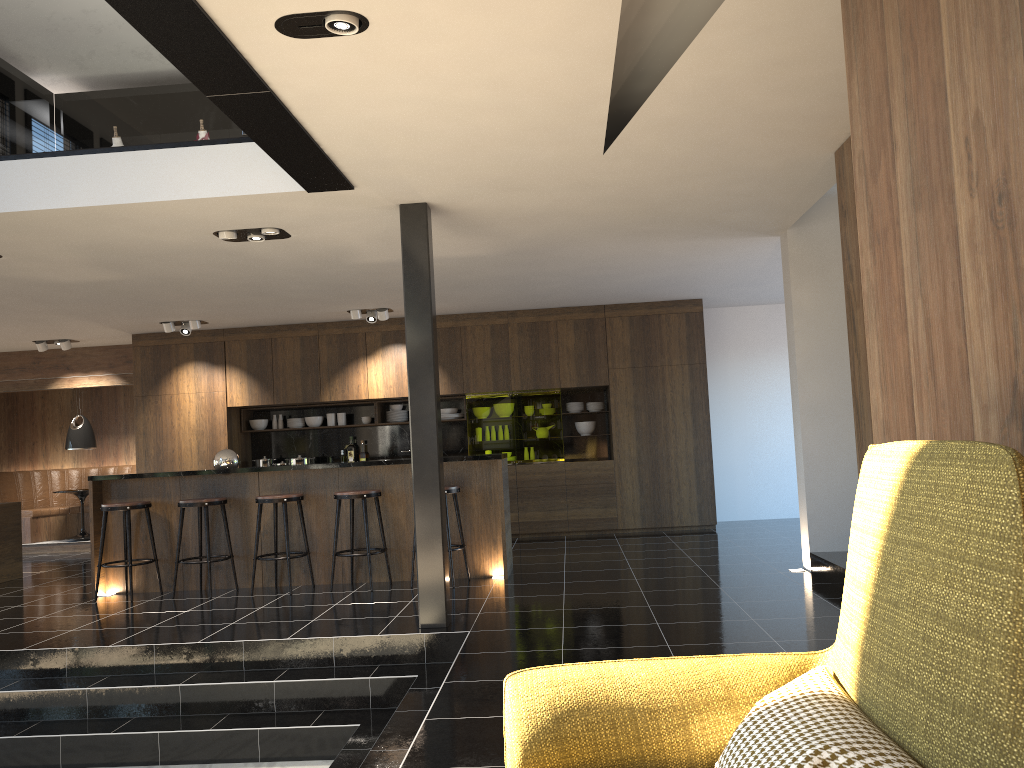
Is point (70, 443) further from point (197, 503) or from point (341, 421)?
point (197, 503)

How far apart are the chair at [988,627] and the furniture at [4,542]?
8.85m

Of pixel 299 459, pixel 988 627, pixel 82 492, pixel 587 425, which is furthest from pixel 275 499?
pixel 988 627

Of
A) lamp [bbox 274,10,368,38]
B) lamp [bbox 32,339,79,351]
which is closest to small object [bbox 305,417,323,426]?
lamp [bbox 32,339,79,351]

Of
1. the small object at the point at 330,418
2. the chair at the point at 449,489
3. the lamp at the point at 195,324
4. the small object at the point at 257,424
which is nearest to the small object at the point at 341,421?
the small object at the point at 330,418

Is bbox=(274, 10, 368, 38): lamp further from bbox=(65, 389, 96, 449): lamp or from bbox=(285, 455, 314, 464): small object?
bbox=(65, 389, 96, 449): lamp

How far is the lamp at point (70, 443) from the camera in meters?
11.7

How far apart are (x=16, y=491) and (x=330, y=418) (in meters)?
4.72

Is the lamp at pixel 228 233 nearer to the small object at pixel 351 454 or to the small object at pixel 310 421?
the small object at pixel 310 421

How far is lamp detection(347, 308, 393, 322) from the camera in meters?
9.9 m
